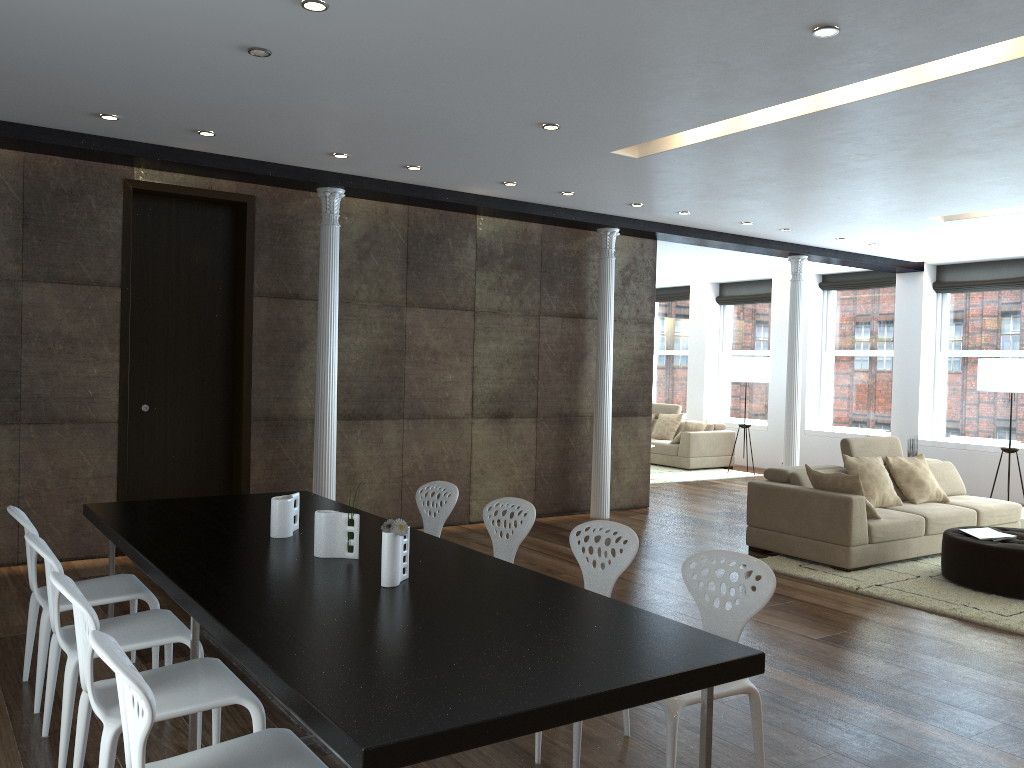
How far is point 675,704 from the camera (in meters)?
2.80

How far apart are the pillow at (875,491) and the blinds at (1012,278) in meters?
4.7

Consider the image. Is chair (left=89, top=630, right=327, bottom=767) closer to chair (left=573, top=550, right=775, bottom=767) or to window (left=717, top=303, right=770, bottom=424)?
chair (left=573, top=550, right=775, bottom=767)

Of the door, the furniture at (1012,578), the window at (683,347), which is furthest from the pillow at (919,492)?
the window at (683,347)

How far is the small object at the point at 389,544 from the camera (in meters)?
3.02

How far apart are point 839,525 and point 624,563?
3.7 meters

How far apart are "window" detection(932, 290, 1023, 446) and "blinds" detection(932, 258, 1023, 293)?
0.1m

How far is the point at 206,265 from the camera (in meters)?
7.14

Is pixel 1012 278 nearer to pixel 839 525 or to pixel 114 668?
pixel 839 525

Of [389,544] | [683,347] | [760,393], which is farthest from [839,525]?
[683,347]
